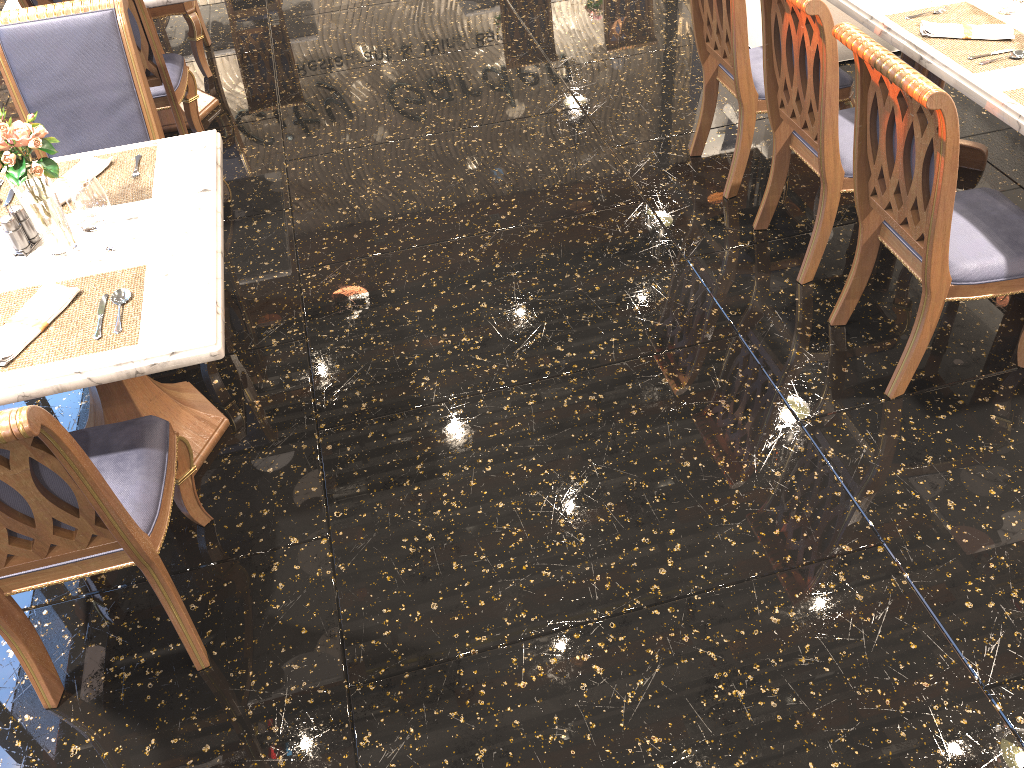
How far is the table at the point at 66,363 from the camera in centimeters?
196cm

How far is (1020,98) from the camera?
2.5m

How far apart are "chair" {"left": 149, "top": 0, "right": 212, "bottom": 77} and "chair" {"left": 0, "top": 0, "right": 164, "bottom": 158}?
1.9 meters

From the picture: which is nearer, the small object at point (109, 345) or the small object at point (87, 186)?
the small object at point (109, 345)

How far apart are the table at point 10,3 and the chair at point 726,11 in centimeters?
219cm

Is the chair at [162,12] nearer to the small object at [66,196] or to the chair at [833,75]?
the small object at [66,196]

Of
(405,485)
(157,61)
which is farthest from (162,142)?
(405,485)

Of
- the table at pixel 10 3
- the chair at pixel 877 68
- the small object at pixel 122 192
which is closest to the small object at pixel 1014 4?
the chair at pixel 877 68

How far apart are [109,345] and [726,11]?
2.4m

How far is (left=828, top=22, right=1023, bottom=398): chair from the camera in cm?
215
